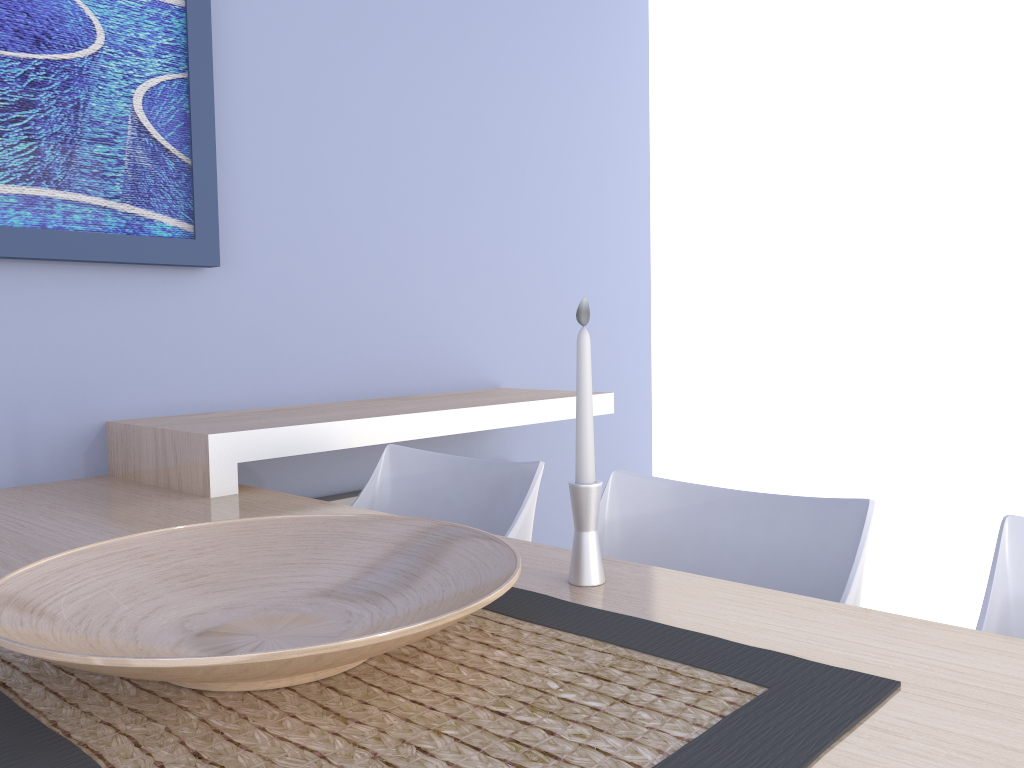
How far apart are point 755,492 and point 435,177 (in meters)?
1.67

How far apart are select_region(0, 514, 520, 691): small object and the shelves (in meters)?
0.66

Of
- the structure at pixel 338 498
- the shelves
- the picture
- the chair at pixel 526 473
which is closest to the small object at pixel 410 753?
the chair at pixel 526 473

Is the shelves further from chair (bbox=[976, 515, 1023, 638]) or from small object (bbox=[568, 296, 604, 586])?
chair (bbox=[976, 515, 1023, 638])

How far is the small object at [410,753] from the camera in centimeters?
64cm

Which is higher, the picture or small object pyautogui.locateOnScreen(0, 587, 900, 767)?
the picture

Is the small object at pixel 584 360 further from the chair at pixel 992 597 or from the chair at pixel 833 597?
the chair at pixel 992 597

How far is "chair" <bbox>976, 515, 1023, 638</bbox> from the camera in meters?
1.0 m

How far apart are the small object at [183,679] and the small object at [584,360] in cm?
14

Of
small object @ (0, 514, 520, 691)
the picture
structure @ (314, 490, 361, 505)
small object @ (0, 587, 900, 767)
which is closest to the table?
small object @ (0, 587, 900, 767)
